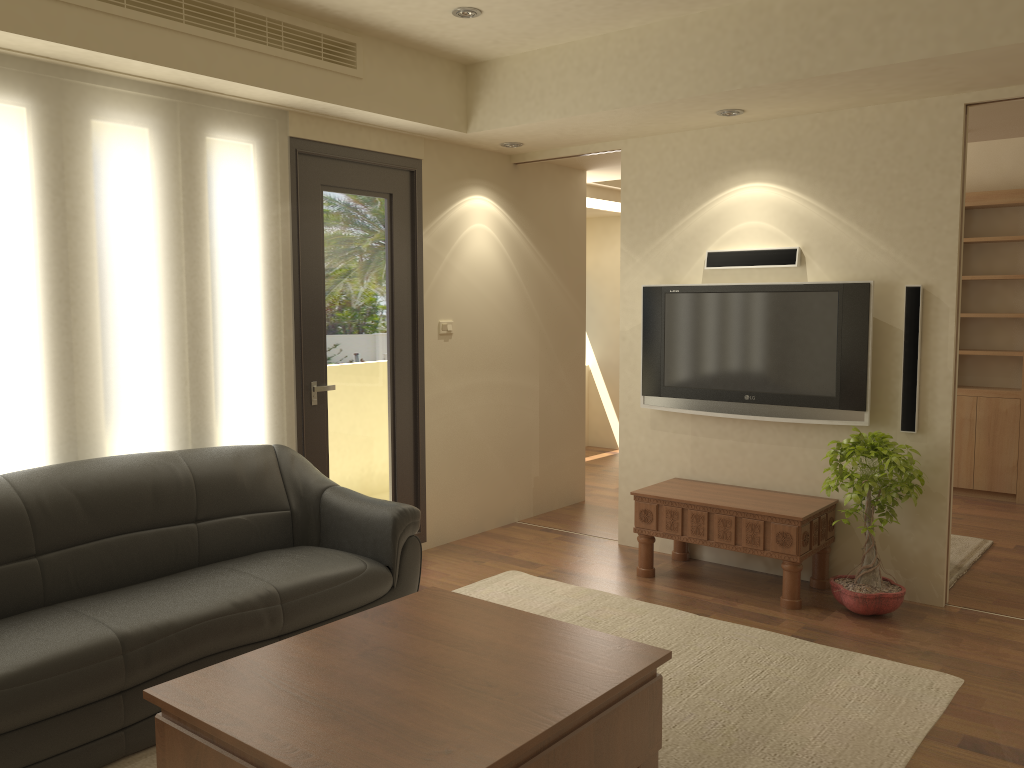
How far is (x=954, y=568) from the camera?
5.2m

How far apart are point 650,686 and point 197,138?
3.26m

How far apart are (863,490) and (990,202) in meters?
3.8 m

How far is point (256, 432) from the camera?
4.63m

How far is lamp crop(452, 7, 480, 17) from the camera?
4.30m

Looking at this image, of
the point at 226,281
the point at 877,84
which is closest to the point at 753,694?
the point at 877,84

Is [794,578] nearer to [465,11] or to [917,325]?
[917,325]

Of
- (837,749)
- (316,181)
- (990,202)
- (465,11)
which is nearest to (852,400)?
(837,749)

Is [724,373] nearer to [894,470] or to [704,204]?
[704,204]

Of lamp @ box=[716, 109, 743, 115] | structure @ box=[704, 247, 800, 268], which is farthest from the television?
lamp @ box=[716, 109, 743, 115]
